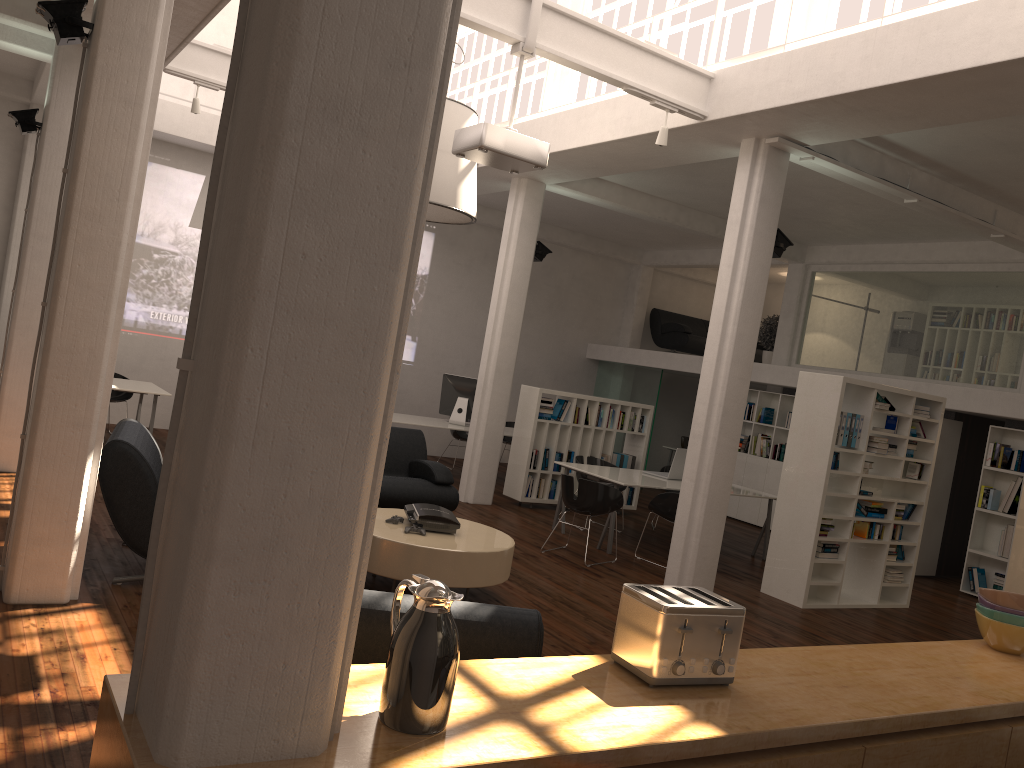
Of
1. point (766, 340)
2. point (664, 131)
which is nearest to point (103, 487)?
point (664, 131)

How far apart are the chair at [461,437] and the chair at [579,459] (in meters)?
4.11

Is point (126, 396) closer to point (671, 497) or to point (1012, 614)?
point (671, 497)

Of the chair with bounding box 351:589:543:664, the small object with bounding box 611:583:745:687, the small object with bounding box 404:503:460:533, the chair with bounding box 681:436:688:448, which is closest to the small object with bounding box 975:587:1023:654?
the small object with bounding box 611:583:745:687

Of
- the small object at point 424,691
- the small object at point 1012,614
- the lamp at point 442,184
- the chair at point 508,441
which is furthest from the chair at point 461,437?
the small object at point 424,691

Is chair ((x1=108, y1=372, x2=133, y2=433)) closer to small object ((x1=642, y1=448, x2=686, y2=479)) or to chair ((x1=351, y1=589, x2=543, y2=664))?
small object ((x1=642, y1=448, x2=686, y2=479))

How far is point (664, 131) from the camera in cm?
883

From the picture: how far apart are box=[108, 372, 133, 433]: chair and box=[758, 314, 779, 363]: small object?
11.8 meters

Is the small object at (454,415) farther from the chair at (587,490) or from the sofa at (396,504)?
the chair at (587,490)

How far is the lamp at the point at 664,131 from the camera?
8.8 meters
